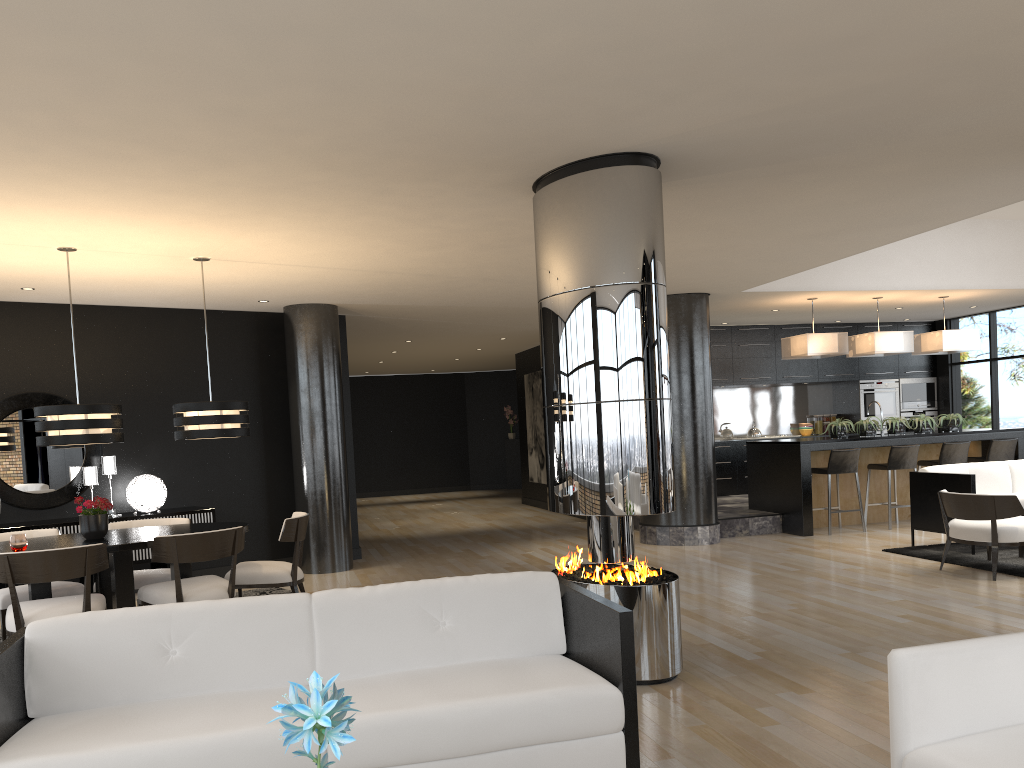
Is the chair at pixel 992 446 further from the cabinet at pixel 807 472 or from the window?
the window

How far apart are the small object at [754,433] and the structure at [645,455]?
8.74m

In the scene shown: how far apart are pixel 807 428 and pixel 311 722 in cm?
1350

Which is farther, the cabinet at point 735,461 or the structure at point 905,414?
the structure at point 905,414

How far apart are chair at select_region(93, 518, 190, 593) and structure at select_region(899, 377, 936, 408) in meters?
11.2 m

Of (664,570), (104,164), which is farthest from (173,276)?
(664,570)

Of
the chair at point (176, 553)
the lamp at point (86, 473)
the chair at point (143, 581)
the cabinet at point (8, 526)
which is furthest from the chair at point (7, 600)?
the lamp at point (86, 473)

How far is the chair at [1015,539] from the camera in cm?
678

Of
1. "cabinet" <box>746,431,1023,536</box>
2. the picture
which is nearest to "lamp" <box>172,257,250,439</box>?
"cabinet" <box>746,431,1023,536</box>

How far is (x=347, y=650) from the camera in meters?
3.2
